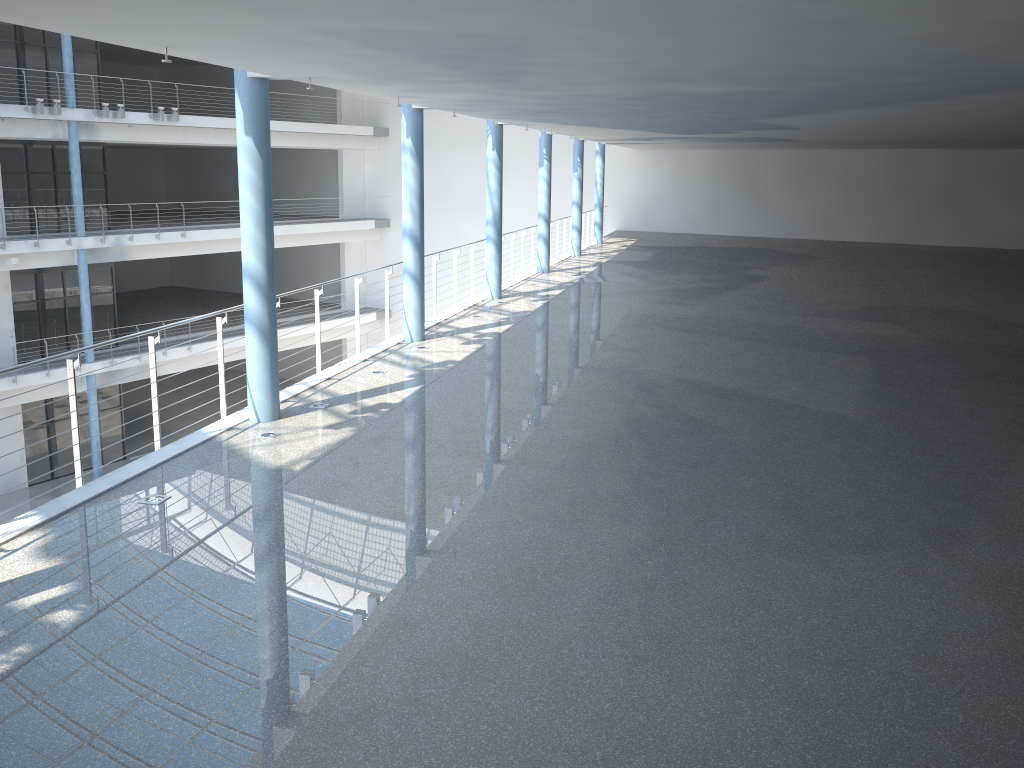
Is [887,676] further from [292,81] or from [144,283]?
[144,283]
